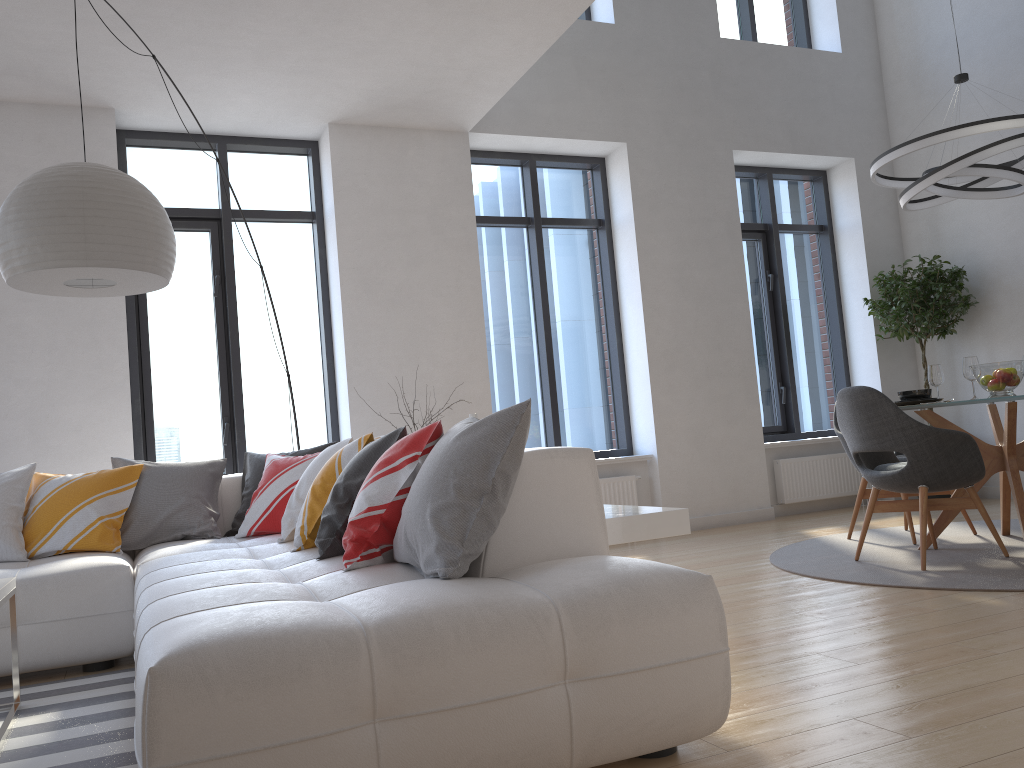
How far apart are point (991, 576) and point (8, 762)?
3.71m

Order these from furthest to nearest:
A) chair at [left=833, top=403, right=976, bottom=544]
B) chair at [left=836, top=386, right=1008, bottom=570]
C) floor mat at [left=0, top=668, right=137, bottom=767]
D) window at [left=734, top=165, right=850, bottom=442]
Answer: window at [left=734, top=165, right=850, bottom=442], chair at [left=833, top=403, right=976, bottom=544], chair at [left=836, top=386, right=1008, bottom=570], floor mat at [left=0, top=668, right=137, bottom=767]

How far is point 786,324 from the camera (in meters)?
7.69

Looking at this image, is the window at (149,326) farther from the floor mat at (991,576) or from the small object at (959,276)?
the small object at (959,276)

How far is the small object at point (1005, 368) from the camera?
4.5m

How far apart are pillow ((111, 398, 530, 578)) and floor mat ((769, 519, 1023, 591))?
2.3m

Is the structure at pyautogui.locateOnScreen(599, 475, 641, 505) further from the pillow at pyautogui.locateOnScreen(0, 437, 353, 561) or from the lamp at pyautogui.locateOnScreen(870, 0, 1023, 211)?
the pillow at pyautogui.locateOnScreen(0, 437, 353, 561)

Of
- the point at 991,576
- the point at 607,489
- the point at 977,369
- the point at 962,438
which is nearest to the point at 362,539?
the point at 991,576

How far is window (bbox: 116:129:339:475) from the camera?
5.8 meters

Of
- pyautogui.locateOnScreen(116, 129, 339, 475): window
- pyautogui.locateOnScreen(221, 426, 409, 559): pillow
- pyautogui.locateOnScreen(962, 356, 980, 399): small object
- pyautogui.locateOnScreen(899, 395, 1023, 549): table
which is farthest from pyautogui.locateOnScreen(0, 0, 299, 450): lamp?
pyautogui.locateOnScreen(962, 356, 980, 399): small object
